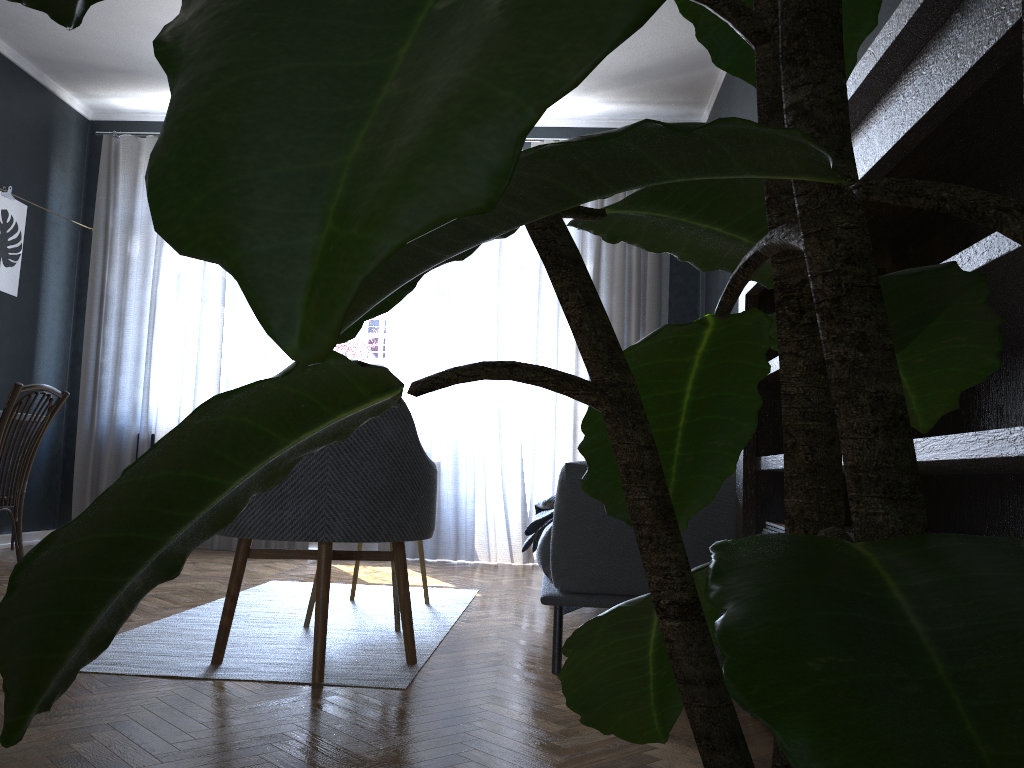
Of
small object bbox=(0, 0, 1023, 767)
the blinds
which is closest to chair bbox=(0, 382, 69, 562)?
the blinds

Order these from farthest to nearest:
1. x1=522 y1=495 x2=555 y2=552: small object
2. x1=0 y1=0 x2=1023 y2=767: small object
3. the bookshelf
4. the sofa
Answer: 1. x1=522 y1=495 x2=555 y2=552: small object
2. the sofa
3. the bookshelf
4. x1=0 y1=0 x2=1023 y2=767: small object

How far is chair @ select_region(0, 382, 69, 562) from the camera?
3.1 meters

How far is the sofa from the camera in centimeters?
239cm

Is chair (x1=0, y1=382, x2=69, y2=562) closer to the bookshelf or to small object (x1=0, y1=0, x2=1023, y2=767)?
the bookshelf

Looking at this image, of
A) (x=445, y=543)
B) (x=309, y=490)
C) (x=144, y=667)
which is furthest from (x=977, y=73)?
(x=445, y=543)

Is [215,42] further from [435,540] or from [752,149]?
[435,540]

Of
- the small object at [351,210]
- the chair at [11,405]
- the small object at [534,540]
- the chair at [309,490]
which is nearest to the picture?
the chair at [11,405]

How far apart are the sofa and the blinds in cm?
200

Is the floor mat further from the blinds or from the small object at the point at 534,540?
the blinds
